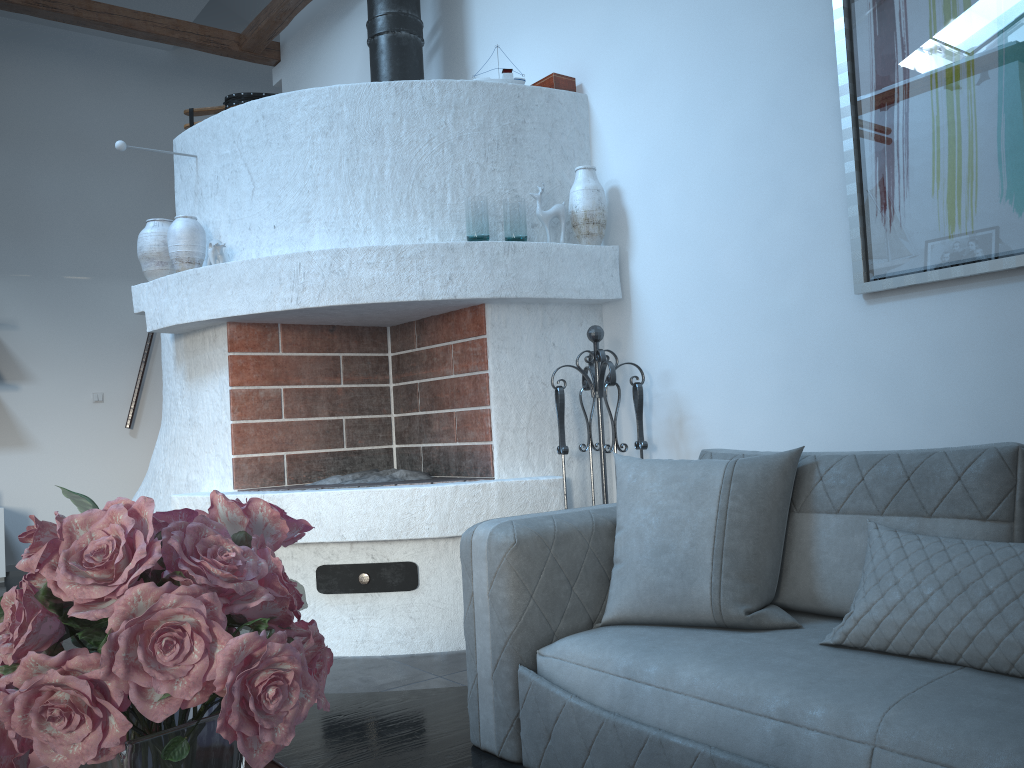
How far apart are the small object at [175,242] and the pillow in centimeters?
218cm

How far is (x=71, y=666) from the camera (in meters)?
0.51

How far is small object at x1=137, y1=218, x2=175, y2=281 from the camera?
3.9m

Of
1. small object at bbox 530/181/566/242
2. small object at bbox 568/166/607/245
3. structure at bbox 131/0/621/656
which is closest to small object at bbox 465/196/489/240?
structure at bbox 131/0/621/656

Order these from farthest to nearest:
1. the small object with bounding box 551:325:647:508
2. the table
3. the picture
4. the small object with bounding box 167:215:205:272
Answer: the small object with bounding box 167:215:205:272 < the small object with bounding box 551:325:647:508 < the picture < the table

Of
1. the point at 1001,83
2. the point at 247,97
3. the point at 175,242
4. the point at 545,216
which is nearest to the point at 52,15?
the point at 247,97

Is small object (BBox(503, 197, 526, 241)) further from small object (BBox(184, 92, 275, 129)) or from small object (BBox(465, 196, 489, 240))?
small object (BBox(184, 92, 275, 129))

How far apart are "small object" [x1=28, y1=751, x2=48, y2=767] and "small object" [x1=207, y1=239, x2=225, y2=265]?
3.11m

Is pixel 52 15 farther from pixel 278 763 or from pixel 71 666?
pixel 71 666

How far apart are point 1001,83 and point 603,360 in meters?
1.5 m
